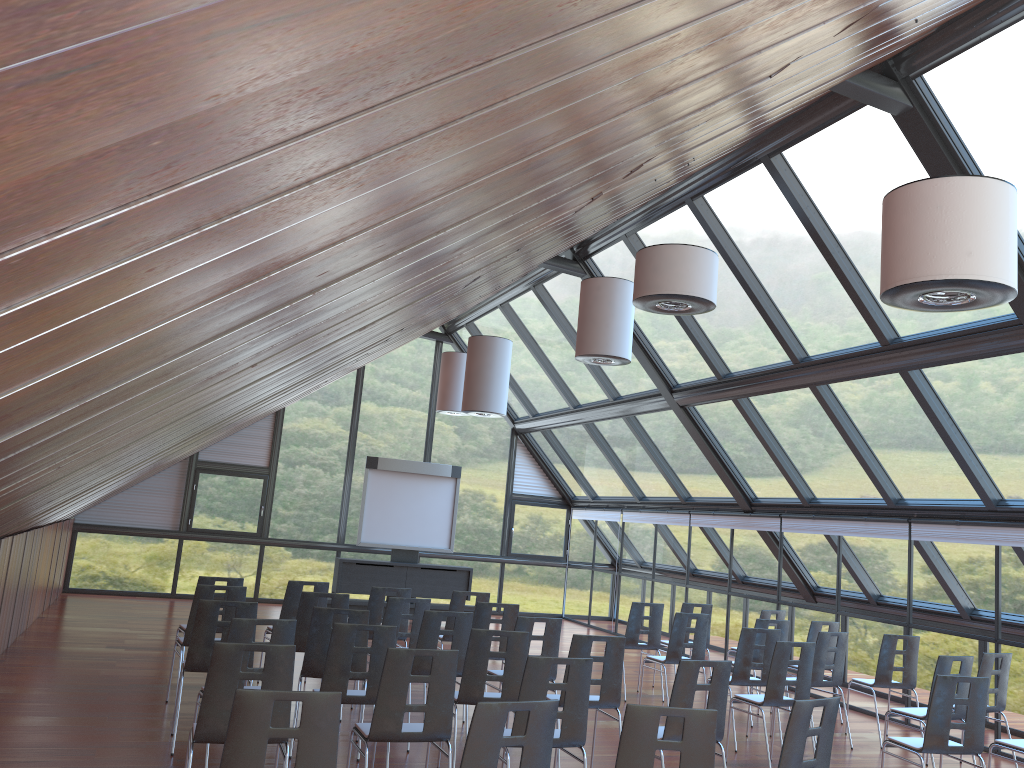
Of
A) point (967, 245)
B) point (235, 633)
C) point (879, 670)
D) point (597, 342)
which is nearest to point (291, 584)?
point (235, 633)

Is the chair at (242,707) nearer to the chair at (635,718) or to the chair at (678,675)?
the chair at (635,718)

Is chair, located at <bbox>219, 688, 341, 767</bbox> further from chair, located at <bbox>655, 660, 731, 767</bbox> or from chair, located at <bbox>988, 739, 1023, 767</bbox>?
chair, located at <bbox>988, 739, 1023, 767</bbox>

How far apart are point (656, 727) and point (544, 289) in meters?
11.4

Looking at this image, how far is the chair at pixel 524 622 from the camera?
8.07m

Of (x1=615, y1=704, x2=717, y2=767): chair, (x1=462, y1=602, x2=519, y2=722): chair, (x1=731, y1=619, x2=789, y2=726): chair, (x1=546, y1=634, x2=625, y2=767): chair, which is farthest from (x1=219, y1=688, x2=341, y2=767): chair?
→ (x1=731, y1=619, x2=789, y2=726): chair

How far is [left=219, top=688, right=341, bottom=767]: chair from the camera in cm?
389

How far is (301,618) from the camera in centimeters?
858cm

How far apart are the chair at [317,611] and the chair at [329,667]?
0.6m

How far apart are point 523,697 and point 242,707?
2.2m
